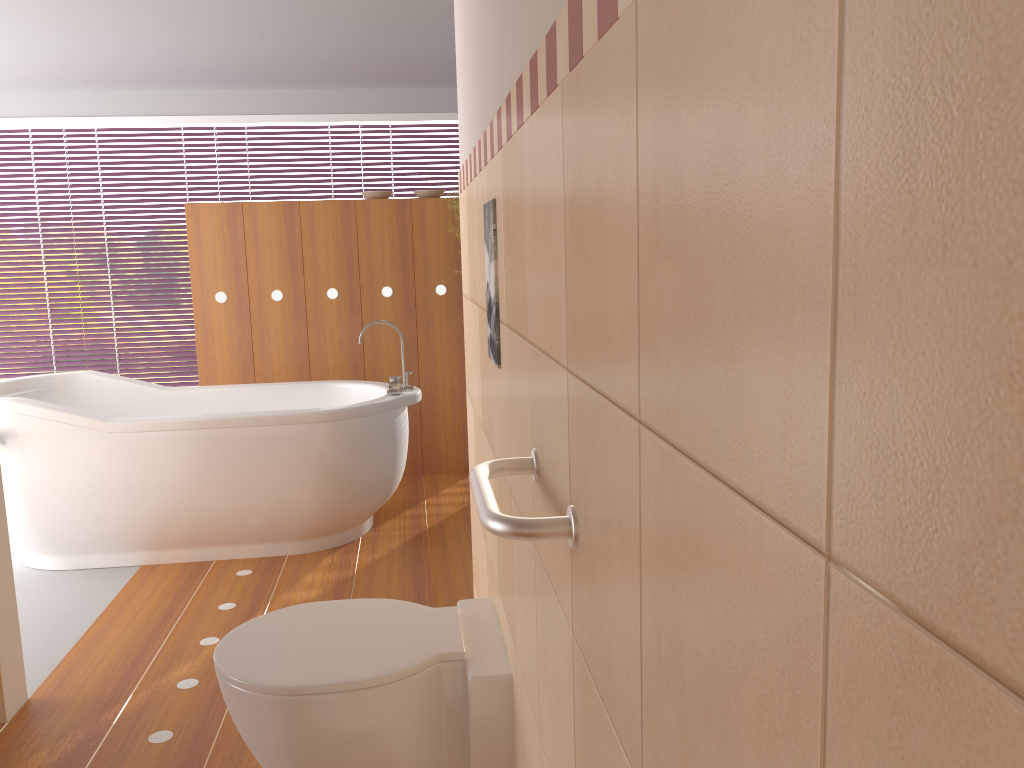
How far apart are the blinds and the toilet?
4.6m

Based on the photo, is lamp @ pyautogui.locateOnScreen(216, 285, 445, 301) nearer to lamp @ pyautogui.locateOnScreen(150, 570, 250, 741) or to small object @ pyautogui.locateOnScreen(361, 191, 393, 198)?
small object @ pyautogui.locateOnScreen(361, 191, 393, 198)

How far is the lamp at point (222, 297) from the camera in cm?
451

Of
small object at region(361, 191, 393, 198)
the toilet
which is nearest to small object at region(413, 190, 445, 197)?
small object at region(361, 191, 393, 198)

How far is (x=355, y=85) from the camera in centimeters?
576cm

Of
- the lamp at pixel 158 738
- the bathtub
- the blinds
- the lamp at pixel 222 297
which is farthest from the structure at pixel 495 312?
the blinds

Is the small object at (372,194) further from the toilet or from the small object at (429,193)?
the toilet

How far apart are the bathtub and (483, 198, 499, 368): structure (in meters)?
1.97

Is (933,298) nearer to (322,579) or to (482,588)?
(482,588)

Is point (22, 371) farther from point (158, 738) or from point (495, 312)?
point (495, 312)
